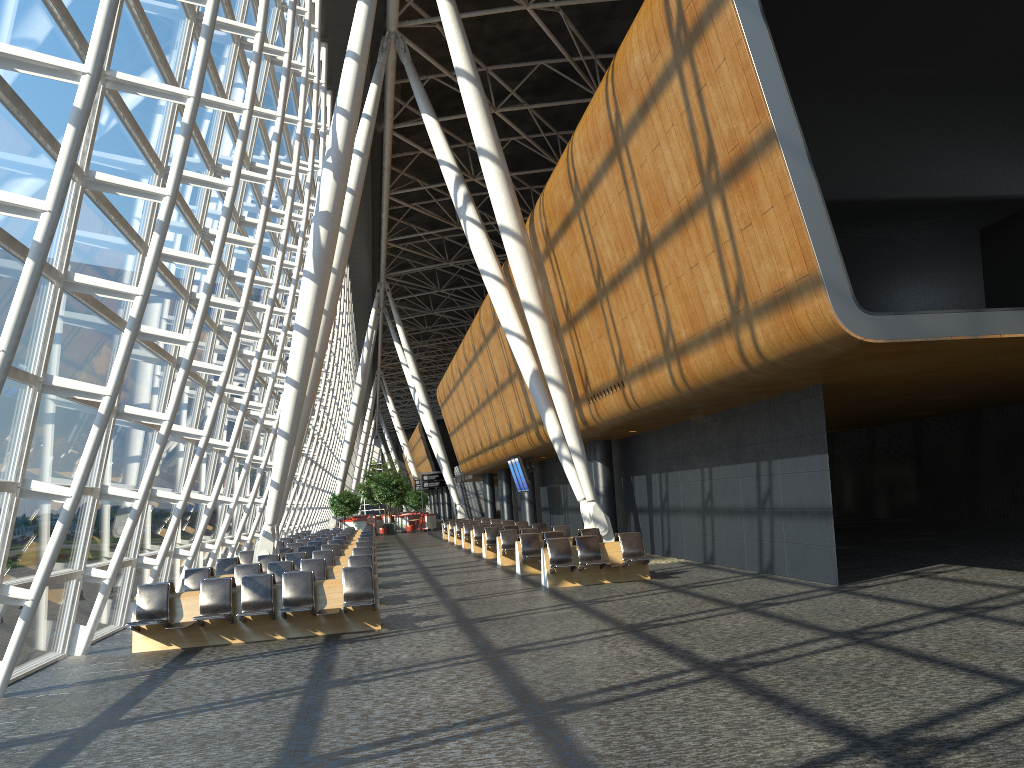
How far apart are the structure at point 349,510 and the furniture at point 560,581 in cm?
3460

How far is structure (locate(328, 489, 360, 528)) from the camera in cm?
4912

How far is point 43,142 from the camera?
8.6m

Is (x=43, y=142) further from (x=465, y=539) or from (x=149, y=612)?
(x=465, y=539)

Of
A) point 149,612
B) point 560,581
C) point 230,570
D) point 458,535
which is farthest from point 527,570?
point 458,535

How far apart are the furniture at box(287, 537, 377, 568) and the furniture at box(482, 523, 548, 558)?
3.90m

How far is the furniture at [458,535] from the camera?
33.02m

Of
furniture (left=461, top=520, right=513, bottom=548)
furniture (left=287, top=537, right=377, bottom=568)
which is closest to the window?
furniture (left=287, top=537, right=377, bottom=568)

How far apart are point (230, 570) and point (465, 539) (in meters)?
13.36

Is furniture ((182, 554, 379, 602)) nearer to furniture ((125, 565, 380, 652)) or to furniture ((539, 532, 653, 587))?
furniture ((125, 565, 380, 652))
